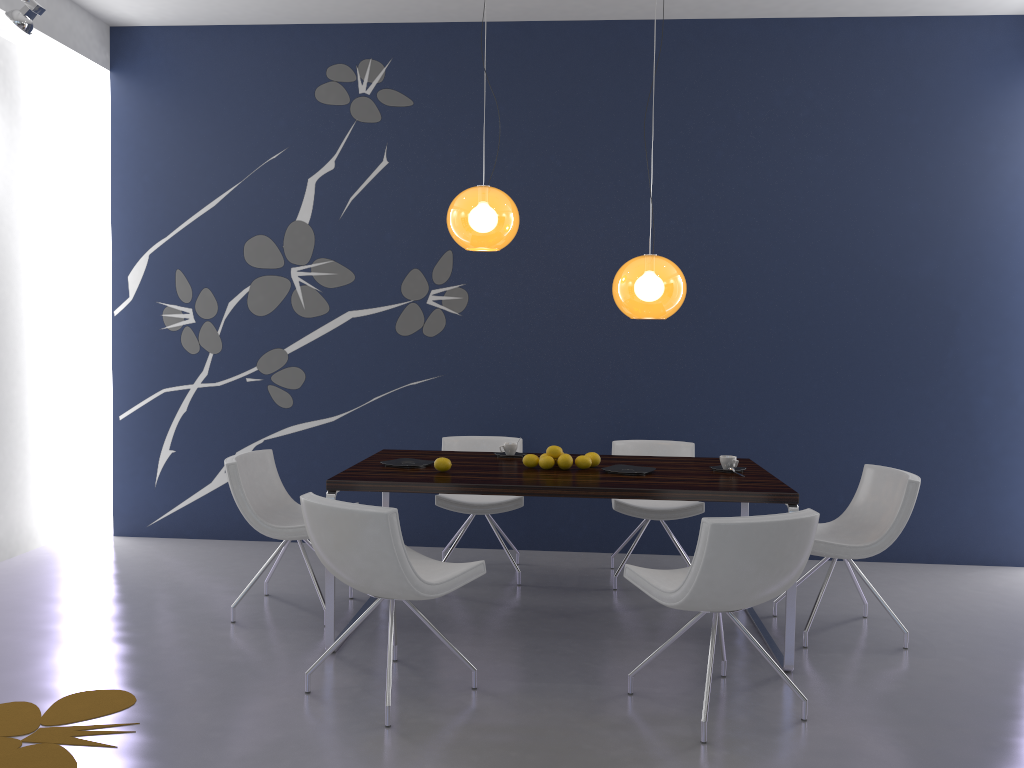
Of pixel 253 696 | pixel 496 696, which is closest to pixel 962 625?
pixel 496 696

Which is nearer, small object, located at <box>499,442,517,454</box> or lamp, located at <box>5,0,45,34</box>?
lamp, located at <box>5,0,45,34</box>

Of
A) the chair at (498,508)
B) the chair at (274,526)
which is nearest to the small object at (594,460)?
the chair at (498,508)

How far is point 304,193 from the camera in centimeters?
597cm

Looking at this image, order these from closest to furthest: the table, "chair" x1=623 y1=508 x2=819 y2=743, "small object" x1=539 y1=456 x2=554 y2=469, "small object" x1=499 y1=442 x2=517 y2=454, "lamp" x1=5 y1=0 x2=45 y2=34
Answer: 1. "chair" x1=623 y1=508 x2=819 y2=743
2. the table
3. "small object" x1=539 y1=456 x2=554 y2=469
4. "lamp" x1=5 y1=0 x2=45 y2=34
5. "small object" x1=499 y1=442 x2=517 y2=454

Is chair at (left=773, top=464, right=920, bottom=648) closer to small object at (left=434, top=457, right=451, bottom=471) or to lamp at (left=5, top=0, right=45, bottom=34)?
small object at (left=434, top=457, right=451, bottom=471)

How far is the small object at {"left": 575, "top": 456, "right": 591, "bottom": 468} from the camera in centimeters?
433cm

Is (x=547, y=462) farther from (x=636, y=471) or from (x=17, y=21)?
(x=17, y=21)

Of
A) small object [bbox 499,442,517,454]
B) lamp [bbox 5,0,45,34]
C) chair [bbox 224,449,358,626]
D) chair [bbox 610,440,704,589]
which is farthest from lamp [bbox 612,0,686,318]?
lamp [bbox 5,0,45,34]

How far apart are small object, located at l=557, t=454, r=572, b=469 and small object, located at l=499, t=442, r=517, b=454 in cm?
52
